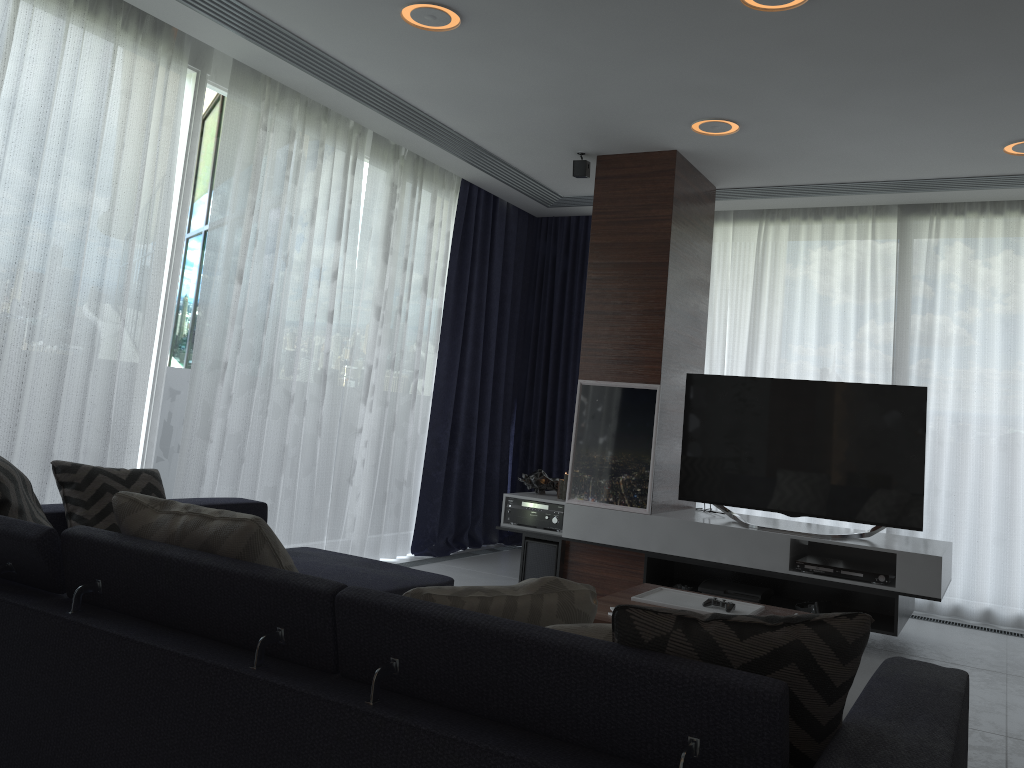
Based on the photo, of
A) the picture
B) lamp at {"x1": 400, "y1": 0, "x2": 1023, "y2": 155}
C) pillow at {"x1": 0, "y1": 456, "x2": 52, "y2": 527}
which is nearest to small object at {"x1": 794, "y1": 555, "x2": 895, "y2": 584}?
the picture

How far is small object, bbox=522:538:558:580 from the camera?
5.08m

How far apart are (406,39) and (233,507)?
2.1 meters

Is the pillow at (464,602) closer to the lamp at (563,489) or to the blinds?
the blinds

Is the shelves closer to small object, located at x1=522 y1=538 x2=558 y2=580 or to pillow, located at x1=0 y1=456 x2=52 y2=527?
small object, located at x1=522 y1=538 x2=558 y2=580

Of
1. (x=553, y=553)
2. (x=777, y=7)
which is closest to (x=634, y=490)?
(x=553, y=553)

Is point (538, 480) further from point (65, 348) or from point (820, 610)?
point (65, 348)

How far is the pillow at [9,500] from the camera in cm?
237

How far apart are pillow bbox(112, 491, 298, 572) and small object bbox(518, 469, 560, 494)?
3.5 meters

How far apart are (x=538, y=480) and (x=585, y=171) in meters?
1.9
